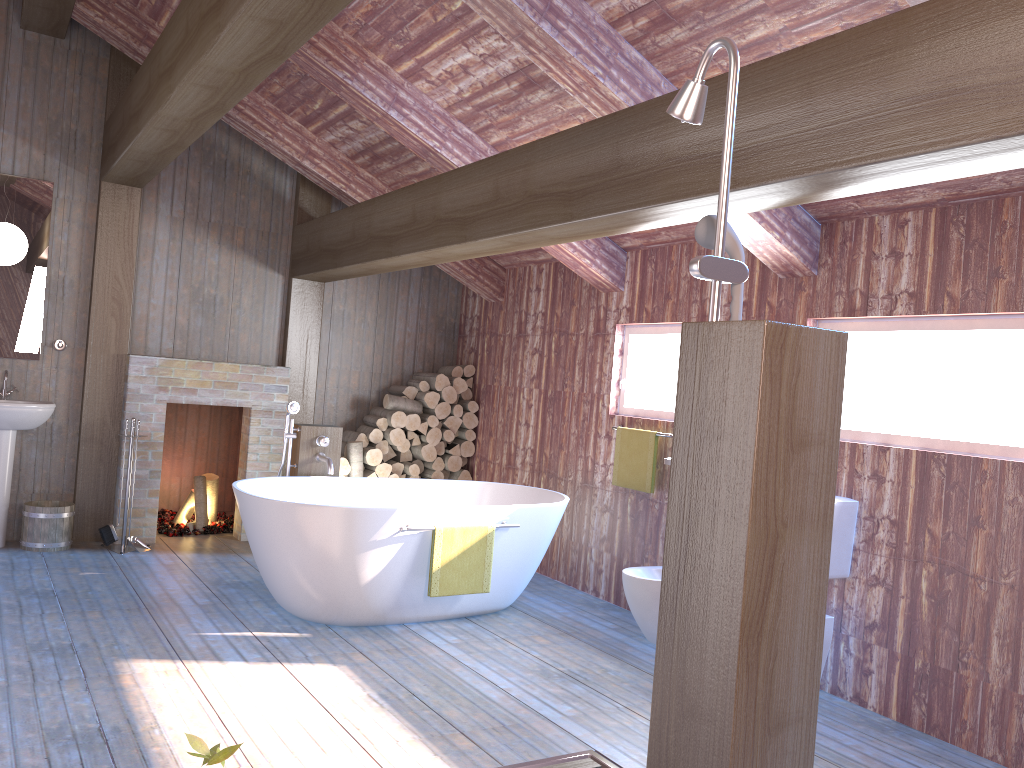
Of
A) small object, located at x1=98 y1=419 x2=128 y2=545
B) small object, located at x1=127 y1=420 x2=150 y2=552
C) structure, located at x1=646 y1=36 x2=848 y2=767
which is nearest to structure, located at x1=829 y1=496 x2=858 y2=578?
structure, located at x1=646 y1=36 x2=848 y2=767

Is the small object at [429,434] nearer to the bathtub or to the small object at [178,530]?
the bathtub

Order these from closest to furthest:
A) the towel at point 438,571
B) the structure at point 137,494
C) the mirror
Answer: the towel at point 438,571
the mirror
the structure at point 137,494

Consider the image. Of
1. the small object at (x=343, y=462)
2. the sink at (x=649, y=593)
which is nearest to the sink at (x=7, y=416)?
the small object at (x=343, y=462)

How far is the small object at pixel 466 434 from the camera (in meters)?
7.13

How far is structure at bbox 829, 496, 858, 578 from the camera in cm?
397

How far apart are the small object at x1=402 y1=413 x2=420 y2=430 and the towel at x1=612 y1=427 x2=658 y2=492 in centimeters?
202cm

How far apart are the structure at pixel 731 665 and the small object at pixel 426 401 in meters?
4.9

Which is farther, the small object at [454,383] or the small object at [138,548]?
the small object at [454,383]

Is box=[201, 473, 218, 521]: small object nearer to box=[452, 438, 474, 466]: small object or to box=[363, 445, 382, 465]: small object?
box=[363, 445, 382, 465]: small object
